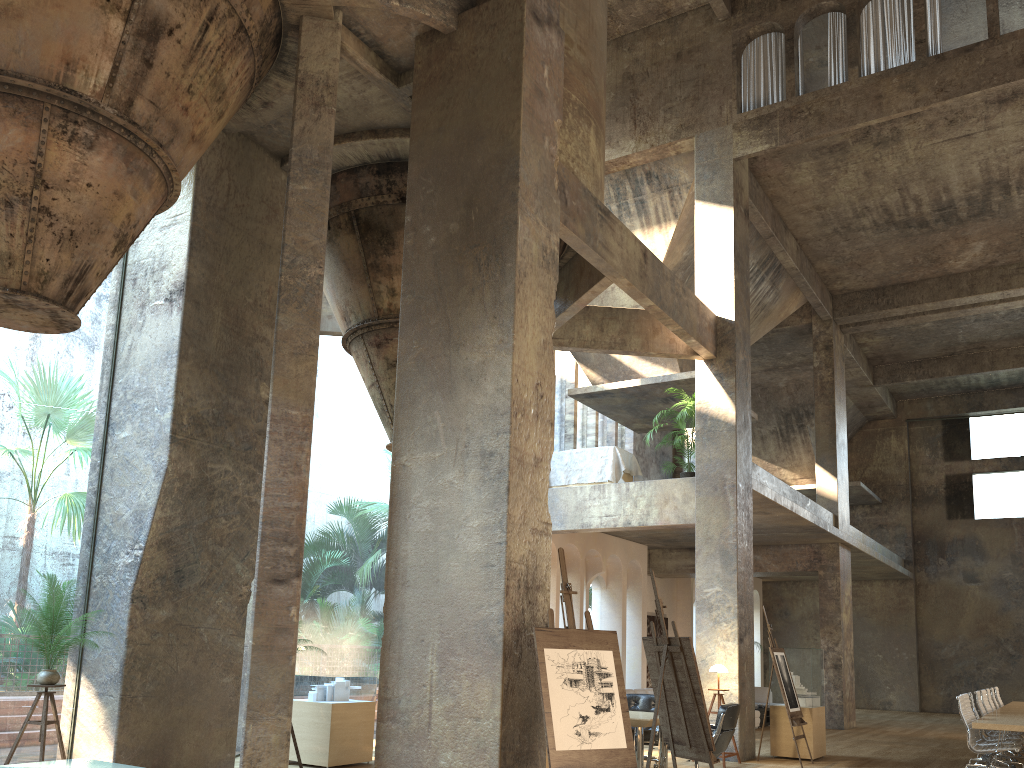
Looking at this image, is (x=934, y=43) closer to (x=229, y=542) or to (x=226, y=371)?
(x=226, y=371)

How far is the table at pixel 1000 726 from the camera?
9.3m

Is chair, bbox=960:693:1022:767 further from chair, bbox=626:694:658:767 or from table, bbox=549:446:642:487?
table, bbox=549:446:642:487

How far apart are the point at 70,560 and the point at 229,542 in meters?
37.4

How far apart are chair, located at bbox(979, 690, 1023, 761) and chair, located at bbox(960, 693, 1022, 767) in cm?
245

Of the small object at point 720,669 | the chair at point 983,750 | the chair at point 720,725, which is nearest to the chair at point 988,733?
the chair at point 983,750

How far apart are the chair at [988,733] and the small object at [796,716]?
2.7m

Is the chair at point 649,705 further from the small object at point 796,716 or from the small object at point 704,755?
the small object at point 704,755

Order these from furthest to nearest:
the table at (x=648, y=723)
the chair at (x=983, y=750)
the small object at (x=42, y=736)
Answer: the chair at (x=983, y=750) → the table at (x=648, y=723) → the small object at (x=42, y=736)

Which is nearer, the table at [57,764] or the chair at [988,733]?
the table at [57,764]
